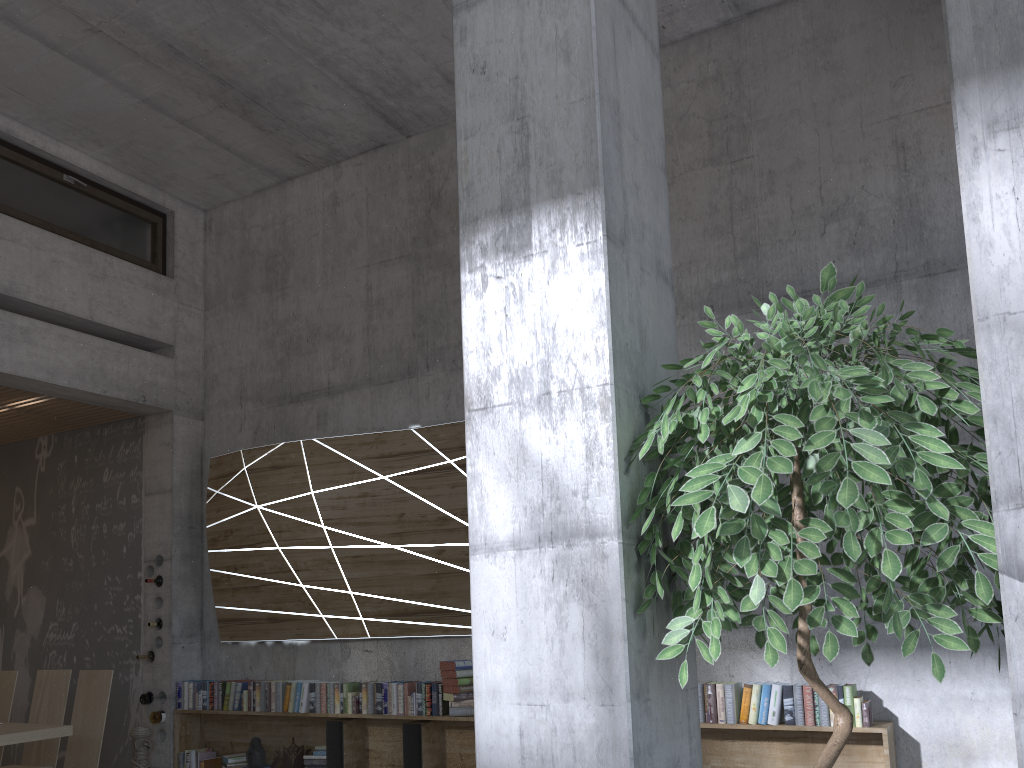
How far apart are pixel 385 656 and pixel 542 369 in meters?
4.7 m

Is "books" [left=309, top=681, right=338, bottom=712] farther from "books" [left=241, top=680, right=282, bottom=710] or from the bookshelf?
"books" [left=241, top=680, right=282, bottom=710]

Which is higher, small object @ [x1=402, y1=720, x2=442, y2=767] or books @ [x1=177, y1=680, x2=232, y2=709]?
books @ [x1=177, y1=680, x2=232, y2=709]

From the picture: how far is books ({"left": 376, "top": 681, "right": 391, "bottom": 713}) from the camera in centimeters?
588cm

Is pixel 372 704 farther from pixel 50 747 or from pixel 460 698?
pixel 50 747

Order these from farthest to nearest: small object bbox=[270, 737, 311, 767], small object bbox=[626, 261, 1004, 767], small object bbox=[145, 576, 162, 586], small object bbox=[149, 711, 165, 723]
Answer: small object bbox=[145, 576, 162, 586] < small object bbox=[149, 711, 165, 723] < small object bbox=[270, 737, 311, 767] < small object bbox=[626, 261, 1004, 767]

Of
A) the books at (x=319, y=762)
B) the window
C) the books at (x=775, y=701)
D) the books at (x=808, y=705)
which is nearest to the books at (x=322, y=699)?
the books at (x=319, y=762)

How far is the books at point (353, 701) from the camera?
6.0 meters

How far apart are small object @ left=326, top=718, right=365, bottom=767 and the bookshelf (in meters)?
0.04

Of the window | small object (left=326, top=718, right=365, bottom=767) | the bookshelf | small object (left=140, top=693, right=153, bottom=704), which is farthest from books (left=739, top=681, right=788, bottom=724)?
the window
